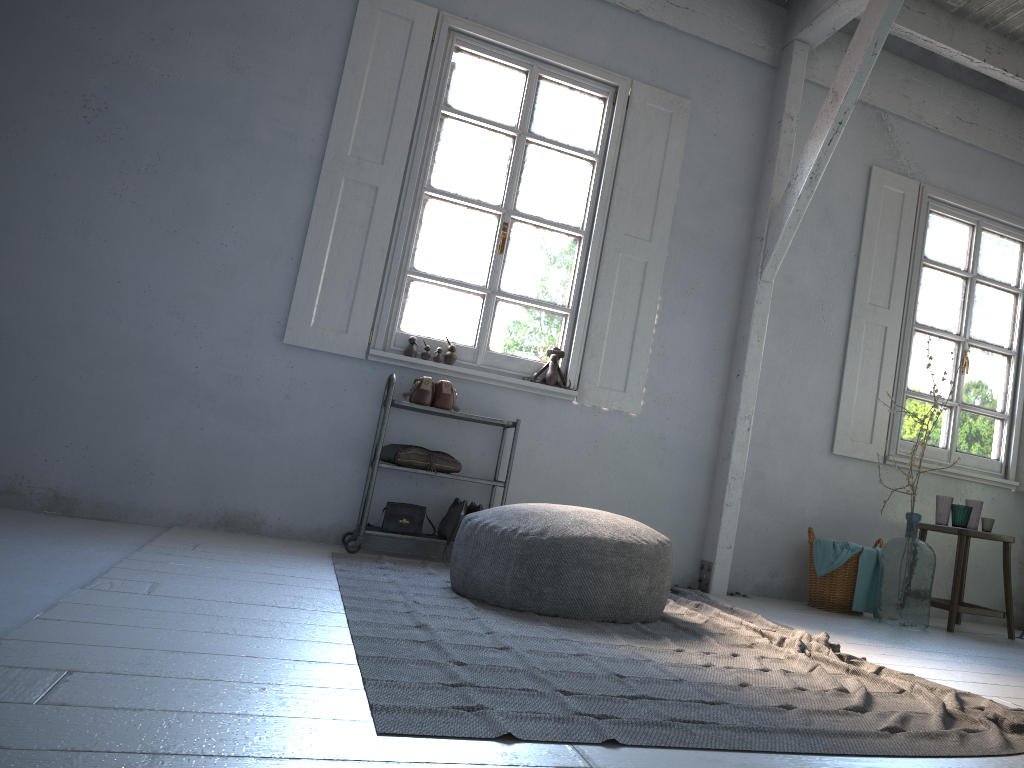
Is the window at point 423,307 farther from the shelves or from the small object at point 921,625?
the small object at point 921,625

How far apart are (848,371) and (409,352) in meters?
3.1

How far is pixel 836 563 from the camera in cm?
550

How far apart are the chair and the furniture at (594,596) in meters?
2.6

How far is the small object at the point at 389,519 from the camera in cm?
509

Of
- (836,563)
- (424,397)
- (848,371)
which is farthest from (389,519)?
(848,371)

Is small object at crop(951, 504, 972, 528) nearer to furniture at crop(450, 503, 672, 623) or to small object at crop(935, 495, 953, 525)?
small object at crop(935, 495, 953, 525)

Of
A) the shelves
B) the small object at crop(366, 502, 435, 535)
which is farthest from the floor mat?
the small object at crop(366, 502, 435, 535)

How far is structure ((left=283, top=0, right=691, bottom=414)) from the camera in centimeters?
536cm

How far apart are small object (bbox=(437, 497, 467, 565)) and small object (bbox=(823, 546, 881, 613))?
2.52m
